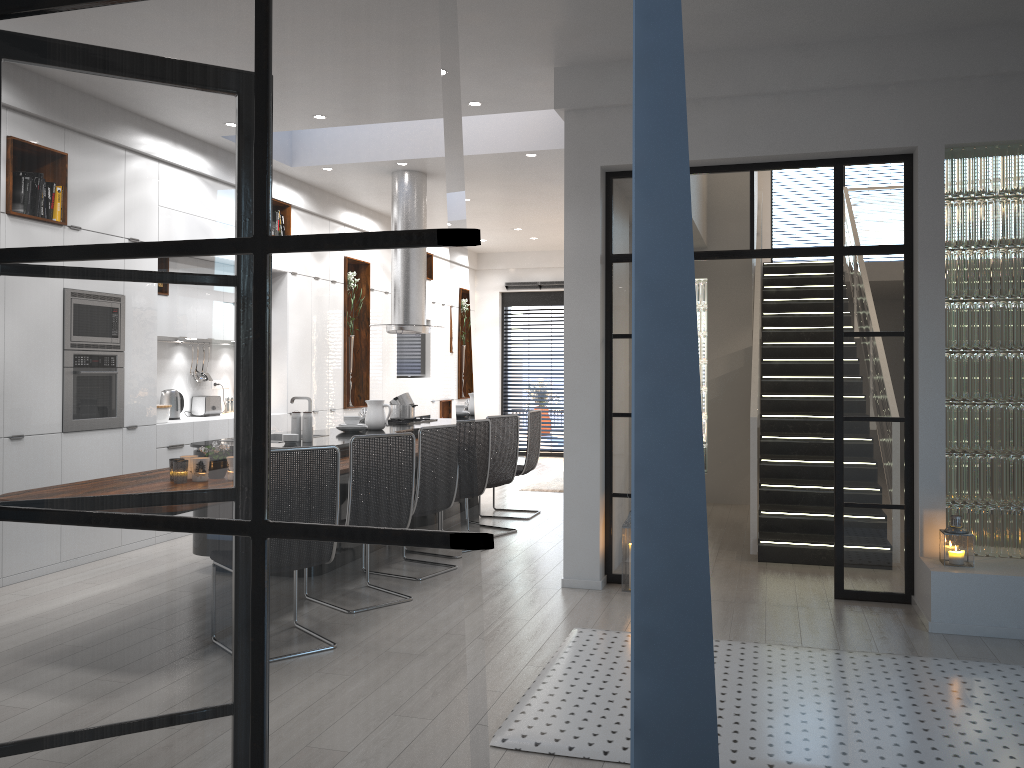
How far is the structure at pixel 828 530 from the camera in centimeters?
664cm

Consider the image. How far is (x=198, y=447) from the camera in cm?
164

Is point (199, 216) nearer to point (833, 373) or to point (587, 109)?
point (587, 109)

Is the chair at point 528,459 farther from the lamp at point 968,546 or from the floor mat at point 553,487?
the lamp at point 968,546

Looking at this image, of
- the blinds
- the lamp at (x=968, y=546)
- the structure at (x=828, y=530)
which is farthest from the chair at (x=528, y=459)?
the blinds

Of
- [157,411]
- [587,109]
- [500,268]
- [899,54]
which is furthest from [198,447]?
[500,268]

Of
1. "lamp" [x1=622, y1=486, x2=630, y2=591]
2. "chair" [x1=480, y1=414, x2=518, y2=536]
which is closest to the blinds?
"chair" [x1=480, y1=414, x2=518, y2=536]

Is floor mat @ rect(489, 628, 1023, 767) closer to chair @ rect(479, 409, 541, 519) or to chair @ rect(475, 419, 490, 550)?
chair @ rect(475, 419, 490, 550)

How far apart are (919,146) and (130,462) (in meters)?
4.86

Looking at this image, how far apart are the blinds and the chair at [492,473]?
6.8 meters
